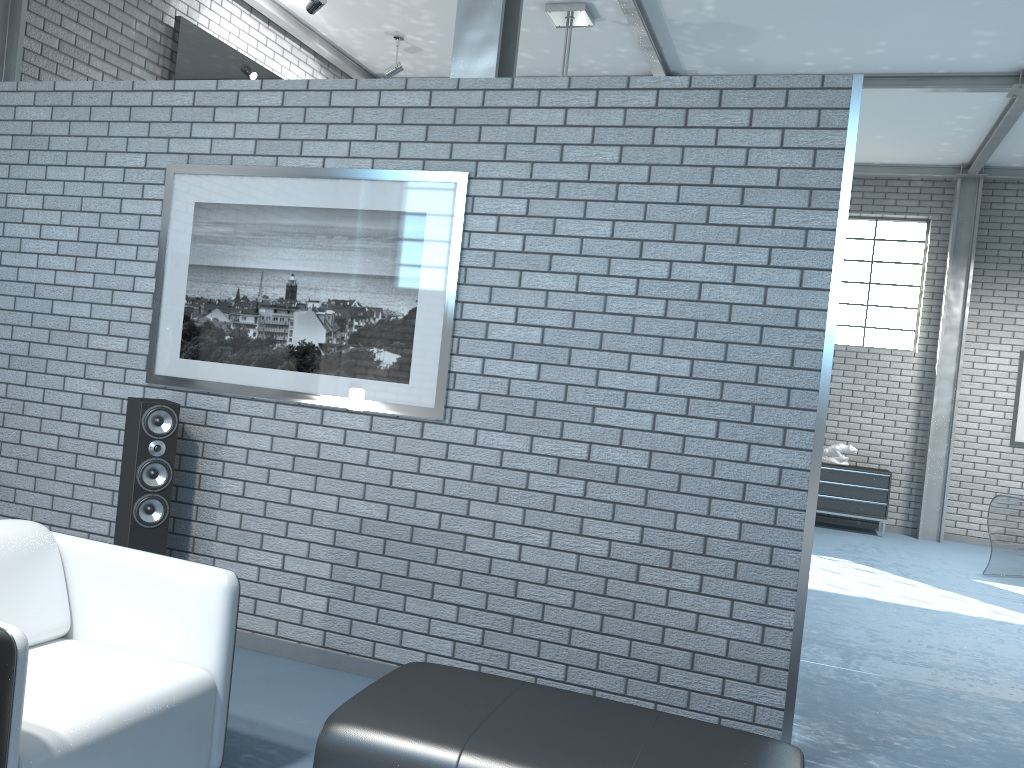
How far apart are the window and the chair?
8.9 meters

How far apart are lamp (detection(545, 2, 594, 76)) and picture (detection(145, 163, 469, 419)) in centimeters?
333cm

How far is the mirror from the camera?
6.0m

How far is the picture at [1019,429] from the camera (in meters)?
9.39

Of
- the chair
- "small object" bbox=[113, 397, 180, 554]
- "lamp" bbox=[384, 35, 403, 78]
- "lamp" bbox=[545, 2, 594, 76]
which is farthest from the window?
the chair

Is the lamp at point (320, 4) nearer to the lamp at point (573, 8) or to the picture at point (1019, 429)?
the lamp at point (573, 8)

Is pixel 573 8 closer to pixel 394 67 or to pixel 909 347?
pixel 394 67

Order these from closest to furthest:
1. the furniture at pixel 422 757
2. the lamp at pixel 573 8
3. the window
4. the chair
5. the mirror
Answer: the chair, the furniture at pixel 422 757, the mirror, the lamp at pixel 573 8, the window

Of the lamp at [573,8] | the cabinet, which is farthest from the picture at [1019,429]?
the lamp at [573,8]

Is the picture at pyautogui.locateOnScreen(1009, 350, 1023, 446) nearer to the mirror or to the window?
the window
